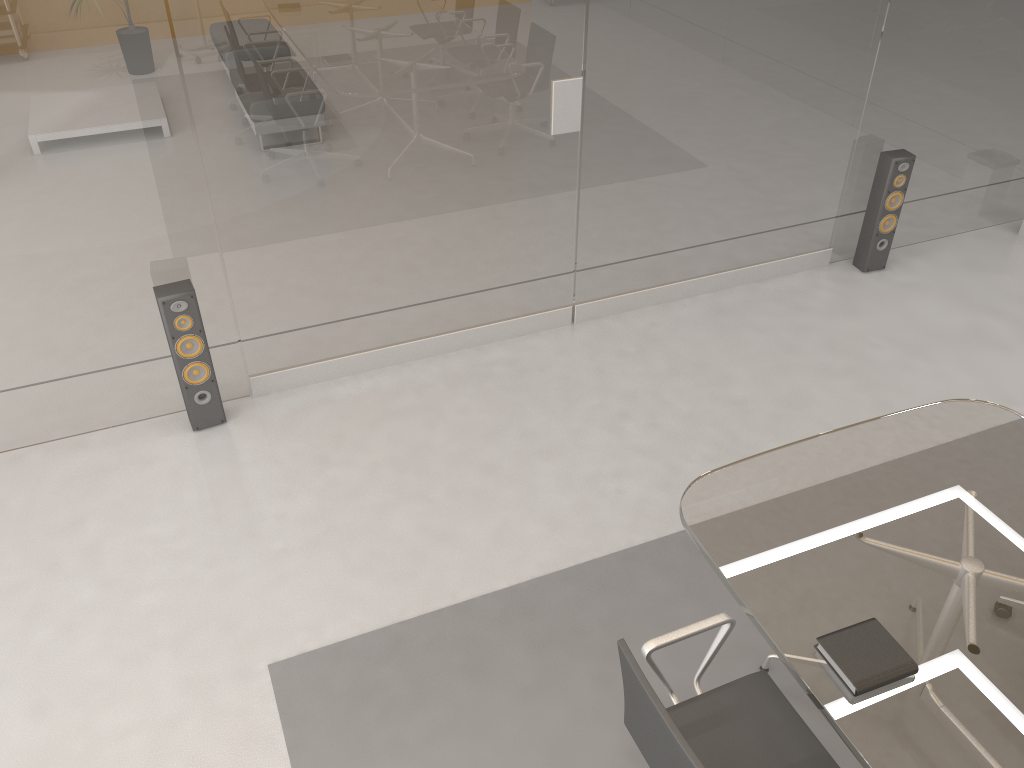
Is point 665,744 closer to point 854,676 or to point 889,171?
point 854,676

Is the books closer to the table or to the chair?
the table

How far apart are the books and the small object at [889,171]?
3.4 meters

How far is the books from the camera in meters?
2.1 m

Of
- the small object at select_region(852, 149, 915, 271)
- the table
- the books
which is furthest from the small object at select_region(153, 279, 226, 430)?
the small object at select_region(852, 149, 915, 271)

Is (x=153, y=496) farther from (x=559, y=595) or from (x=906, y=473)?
(x=906, y=473)

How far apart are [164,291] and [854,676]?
2.96m

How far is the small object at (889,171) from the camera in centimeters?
489cm

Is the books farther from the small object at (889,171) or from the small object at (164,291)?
the small object at (889,171)

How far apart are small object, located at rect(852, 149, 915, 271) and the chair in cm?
338
